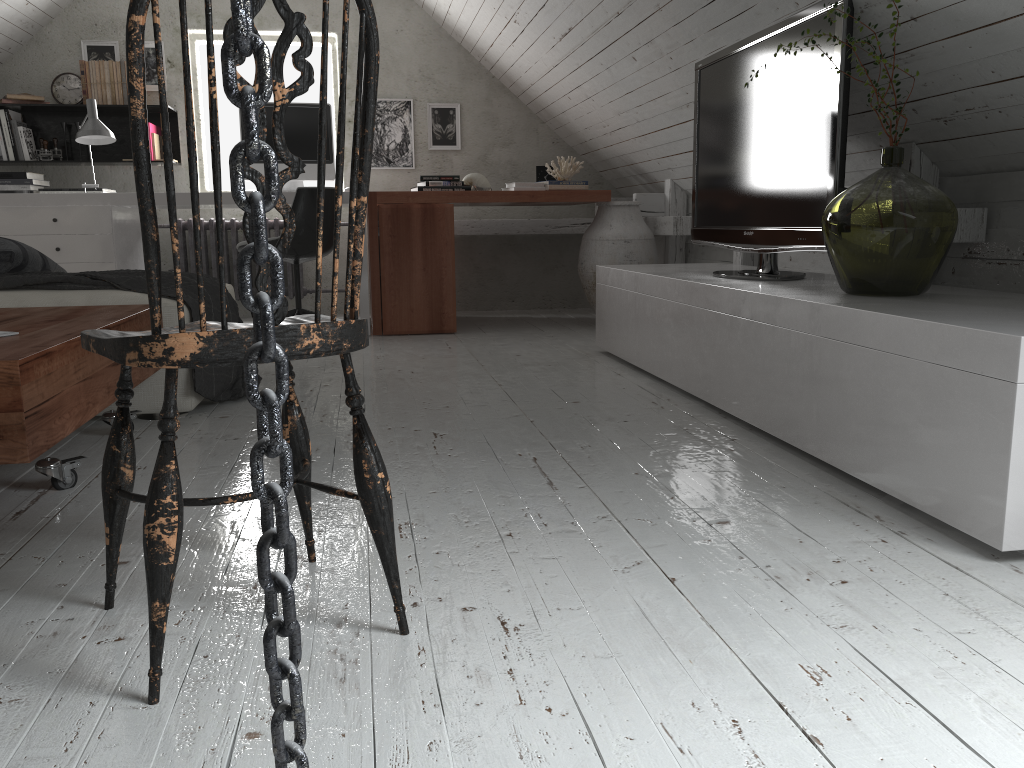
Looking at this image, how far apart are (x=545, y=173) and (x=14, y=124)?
3.1 meters

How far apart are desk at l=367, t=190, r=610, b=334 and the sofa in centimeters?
116cm

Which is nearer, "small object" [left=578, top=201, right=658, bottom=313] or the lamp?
the lamp

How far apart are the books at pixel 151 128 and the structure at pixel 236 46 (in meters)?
5.34

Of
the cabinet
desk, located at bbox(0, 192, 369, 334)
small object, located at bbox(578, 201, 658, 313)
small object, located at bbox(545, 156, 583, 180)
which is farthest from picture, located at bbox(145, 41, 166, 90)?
the cabinet

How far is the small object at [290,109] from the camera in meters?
4.8 m

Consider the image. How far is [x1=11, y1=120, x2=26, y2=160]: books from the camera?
5.1m

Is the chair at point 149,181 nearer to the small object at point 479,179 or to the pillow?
the pillow

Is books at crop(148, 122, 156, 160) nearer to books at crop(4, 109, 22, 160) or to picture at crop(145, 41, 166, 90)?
picture at crop(145, 41, 166, 90)

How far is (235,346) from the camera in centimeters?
107cm
